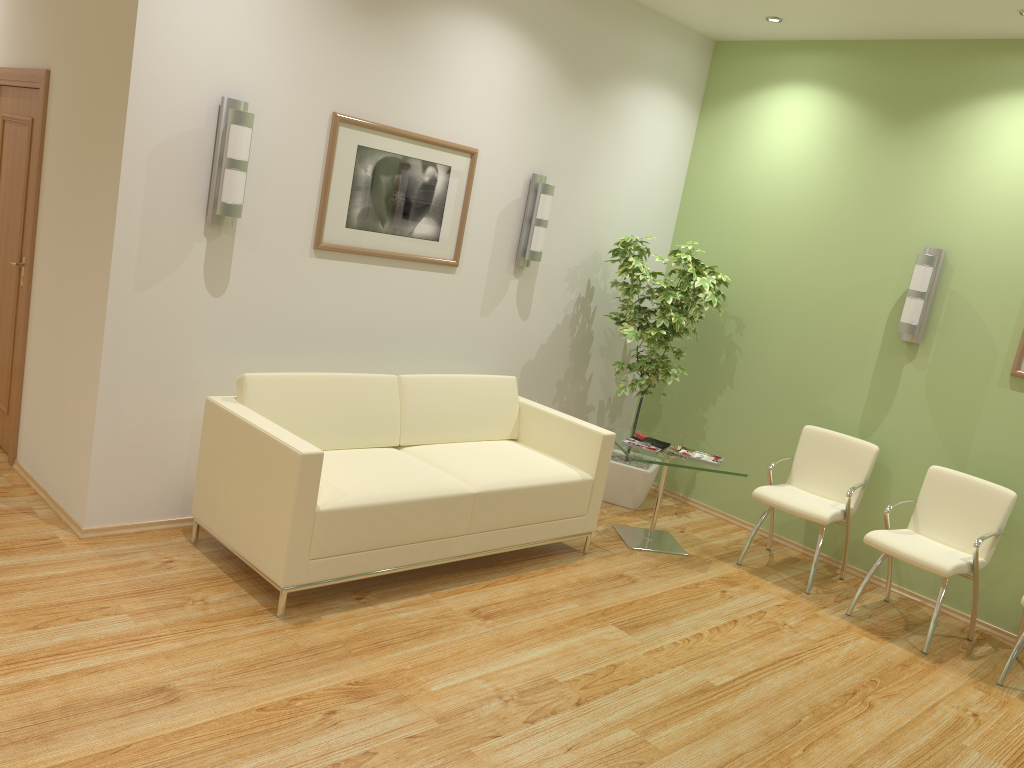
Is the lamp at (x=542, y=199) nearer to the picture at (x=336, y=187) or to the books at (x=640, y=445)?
the picture at (x=336, y=187)

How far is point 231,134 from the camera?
4.03m

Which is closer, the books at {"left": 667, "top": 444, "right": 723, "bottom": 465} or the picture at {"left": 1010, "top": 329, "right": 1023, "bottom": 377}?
the picture at {"left": 1010, "top": 329, "right": 1023, "bottom": 377}

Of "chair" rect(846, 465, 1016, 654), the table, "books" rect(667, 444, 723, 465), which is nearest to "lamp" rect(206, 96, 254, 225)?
the table

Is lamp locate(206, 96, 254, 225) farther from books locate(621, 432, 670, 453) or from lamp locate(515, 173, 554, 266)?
books locate(621, 432, 670, 453)

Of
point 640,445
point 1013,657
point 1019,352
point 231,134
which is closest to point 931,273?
point 1019,352

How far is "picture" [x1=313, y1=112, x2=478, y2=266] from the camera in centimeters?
462cm

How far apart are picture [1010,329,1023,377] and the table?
1.6m

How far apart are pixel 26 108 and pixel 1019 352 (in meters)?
5.67

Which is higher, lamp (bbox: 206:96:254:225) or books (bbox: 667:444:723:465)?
lamp (bbox: 206:96:254:225)
